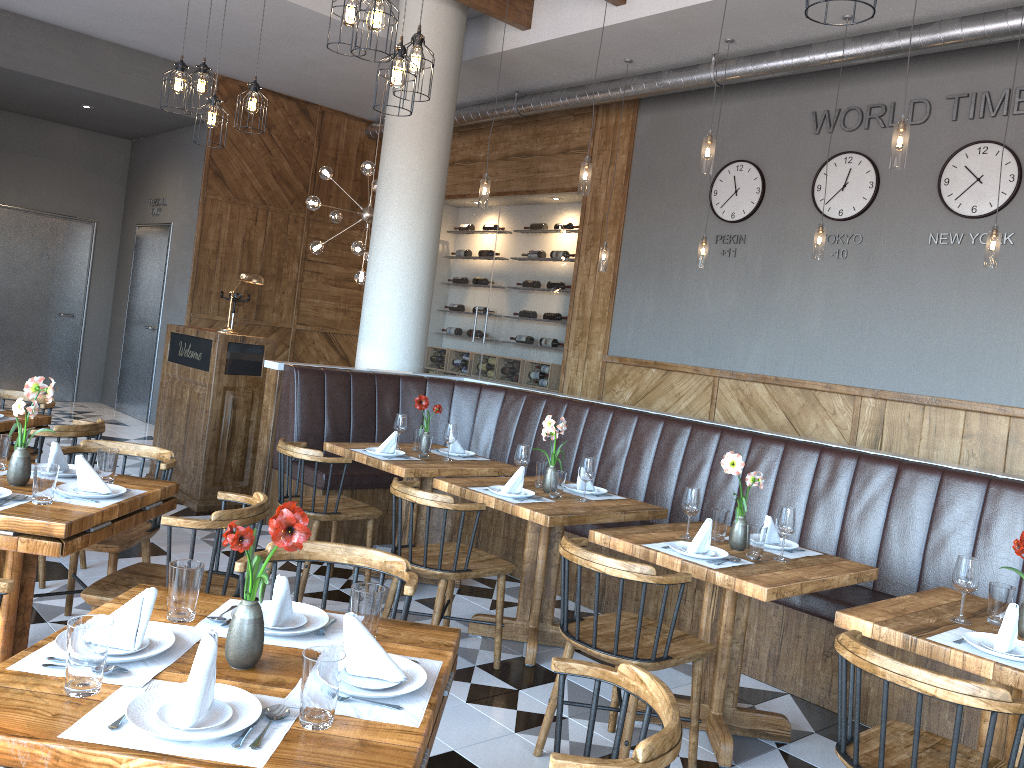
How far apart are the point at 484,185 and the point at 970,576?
4.6 meters

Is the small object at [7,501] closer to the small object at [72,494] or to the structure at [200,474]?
the small object at [72,494]

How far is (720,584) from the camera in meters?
3.3

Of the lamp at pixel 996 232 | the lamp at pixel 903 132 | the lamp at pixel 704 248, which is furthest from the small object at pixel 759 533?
the lamp at pixel 704 248

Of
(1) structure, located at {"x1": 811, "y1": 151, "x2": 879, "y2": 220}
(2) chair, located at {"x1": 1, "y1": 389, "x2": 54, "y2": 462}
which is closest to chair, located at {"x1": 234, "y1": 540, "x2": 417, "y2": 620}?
(2) chair, located at {"x1": 1, "y1": 389, "x2": 54, "y2": 462}

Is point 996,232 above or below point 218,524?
above

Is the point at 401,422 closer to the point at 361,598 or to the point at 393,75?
the point at 393,75

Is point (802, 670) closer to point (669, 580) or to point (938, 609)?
point (938, 609)

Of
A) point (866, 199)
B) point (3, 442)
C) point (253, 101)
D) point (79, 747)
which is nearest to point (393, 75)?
point (253, 101)

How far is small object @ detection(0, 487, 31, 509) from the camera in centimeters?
297cm
